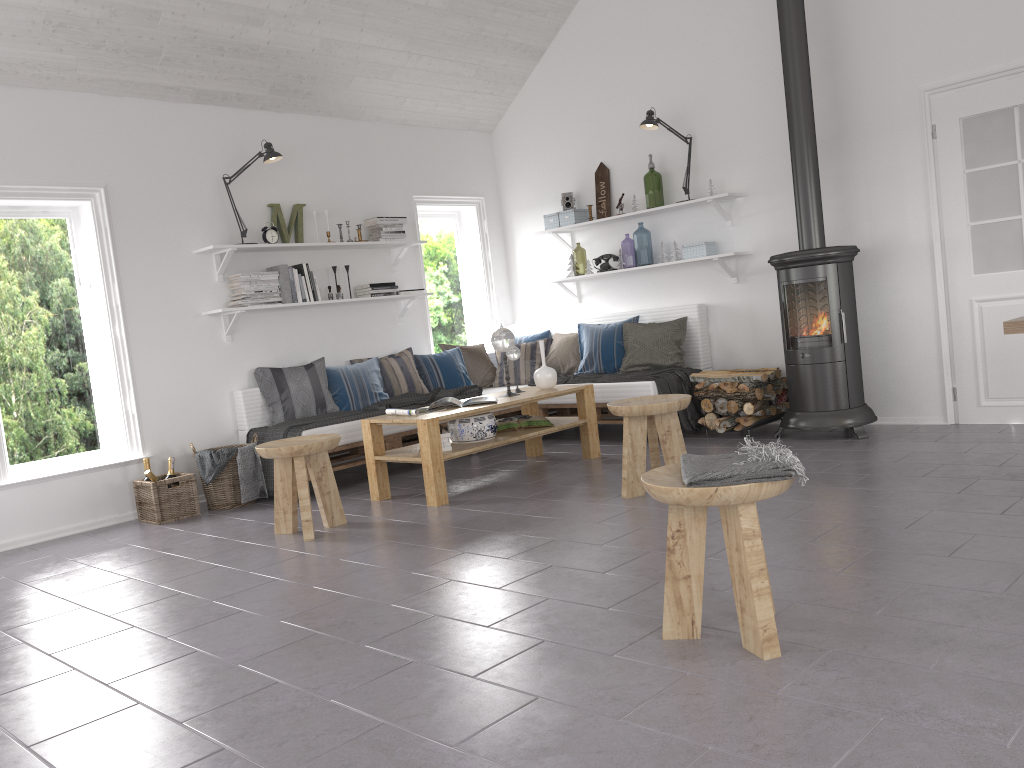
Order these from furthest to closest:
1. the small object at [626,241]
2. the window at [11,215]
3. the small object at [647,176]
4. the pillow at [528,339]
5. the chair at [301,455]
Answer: the small object at [626,241]
the small object at [647,176]
the pillow at [528,339]
the window at [11,215]
the chair at [301,455]

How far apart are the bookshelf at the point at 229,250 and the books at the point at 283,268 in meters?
0.1 m

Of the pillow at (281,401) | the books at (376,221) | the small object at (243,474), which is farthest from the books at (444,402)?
the books at (376,221)

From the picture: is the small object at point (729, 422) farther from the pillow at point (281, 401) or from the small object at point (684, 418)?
the pillow at point (281, 401)

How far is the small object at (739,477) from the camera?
2.3 meters

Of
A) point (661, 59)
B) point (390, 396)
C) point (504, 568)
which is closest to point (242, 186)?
point (390, 396)

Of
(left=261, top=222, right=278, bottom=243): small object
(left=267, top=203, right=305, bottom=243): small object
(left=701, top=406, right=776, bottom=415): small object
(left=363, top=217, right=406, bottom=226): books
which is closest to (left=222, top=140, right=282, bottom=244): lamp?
(left=267, top=203, right=305, bottom=243): small object

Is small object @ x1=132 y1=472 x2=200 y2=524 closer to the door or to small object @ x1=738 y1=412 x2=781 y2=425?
small object @ x1=738 y1=412 x2=781 y2=425

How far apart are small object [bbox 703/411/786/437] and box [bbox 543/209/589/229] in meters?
2.3 m

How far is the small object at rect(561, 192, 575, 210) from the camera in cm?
726
